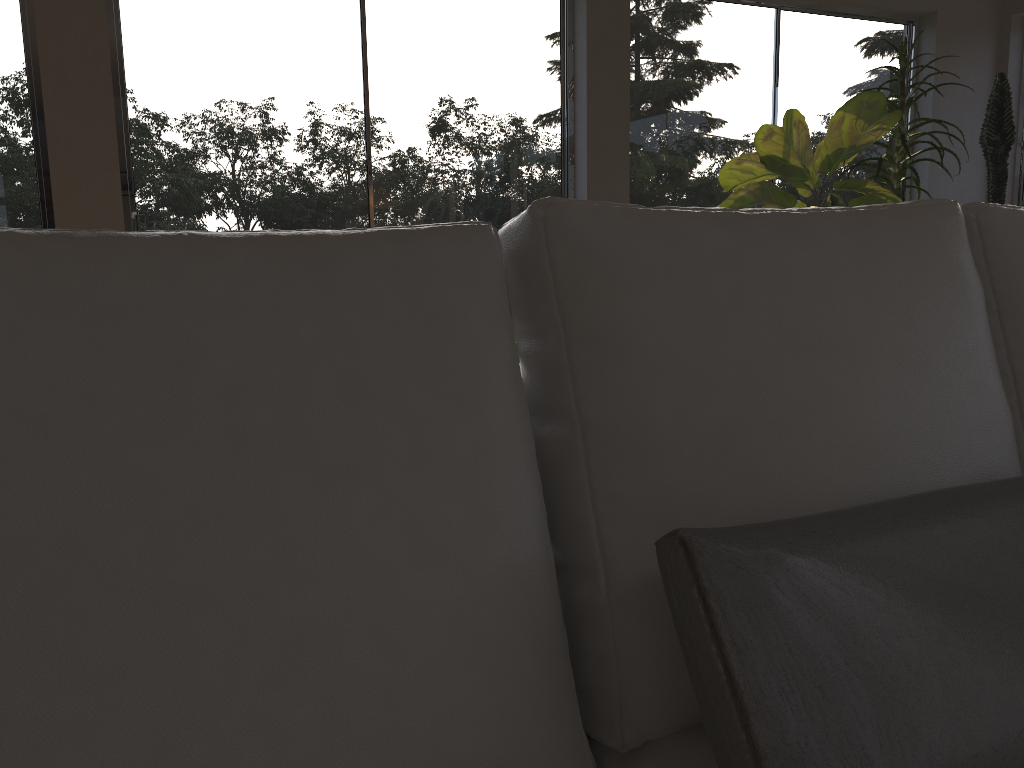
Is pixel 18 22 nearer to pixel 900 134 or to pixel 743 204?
pixel 743 204

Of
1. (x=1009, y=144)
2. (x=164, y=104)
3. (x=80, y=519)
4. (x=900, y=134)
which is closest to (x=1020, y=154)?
(x=1009, y=144)

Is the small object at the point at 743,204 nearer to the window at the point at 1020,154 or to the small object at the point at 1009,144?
the small object at the point at 1009,144

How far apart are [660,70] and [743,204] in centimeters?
94cm

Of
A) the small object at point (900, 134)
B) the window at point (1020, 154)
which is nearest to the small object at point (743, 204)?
the small object at point (900, 134)

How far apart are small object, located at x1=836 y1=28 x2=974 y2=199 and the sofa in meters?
3.1 m

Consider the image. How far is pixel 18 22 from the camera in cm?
321

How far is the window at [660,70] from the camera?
4.34m

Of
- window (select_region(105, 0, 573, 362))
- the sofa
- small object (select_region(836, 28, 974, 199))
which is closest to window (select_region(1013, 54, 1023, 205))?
small object (select_region(836, 28, 974, 199))

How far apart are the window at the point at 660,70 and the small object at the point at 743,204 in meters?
0.3
